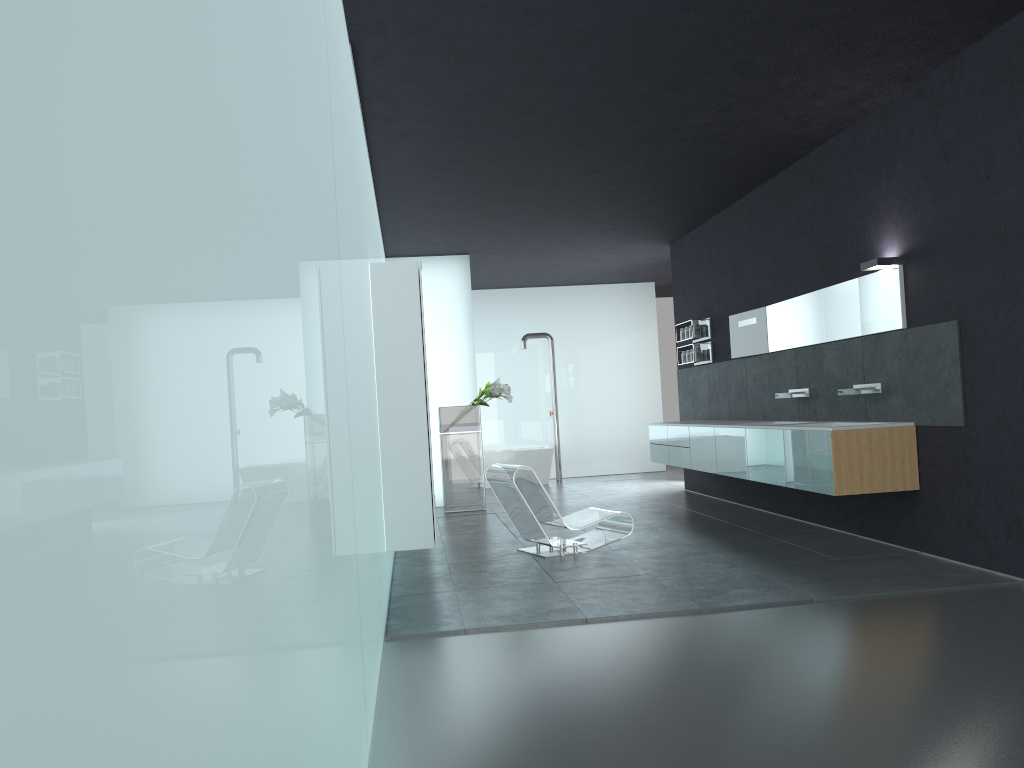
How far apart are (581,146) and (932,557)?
4.7 meters

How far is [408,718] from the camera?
4.1 meters

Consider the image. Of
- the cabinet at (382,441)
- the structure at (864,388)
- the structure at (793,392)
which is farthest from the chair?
the structure at (864,388)

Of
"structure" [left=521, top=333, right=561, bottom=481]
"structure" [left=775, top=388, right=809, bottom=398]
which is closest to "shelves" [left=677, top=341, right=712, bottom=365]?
"structure" [left=775, top=388, right=809, bottom=398]

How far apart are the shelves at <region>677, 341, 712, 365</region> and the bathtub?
4.7 meters

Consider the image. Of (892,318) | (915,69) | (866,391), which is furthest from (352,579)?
(866,391)

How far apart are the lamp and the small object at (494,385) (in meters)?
5.80

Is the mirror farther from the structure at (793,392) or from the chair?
the chair

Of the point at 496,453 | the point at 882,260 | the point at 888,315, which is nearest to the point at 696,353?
the point at 888,315

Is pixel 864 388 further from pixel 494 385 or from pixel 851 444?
pixel 494 385
